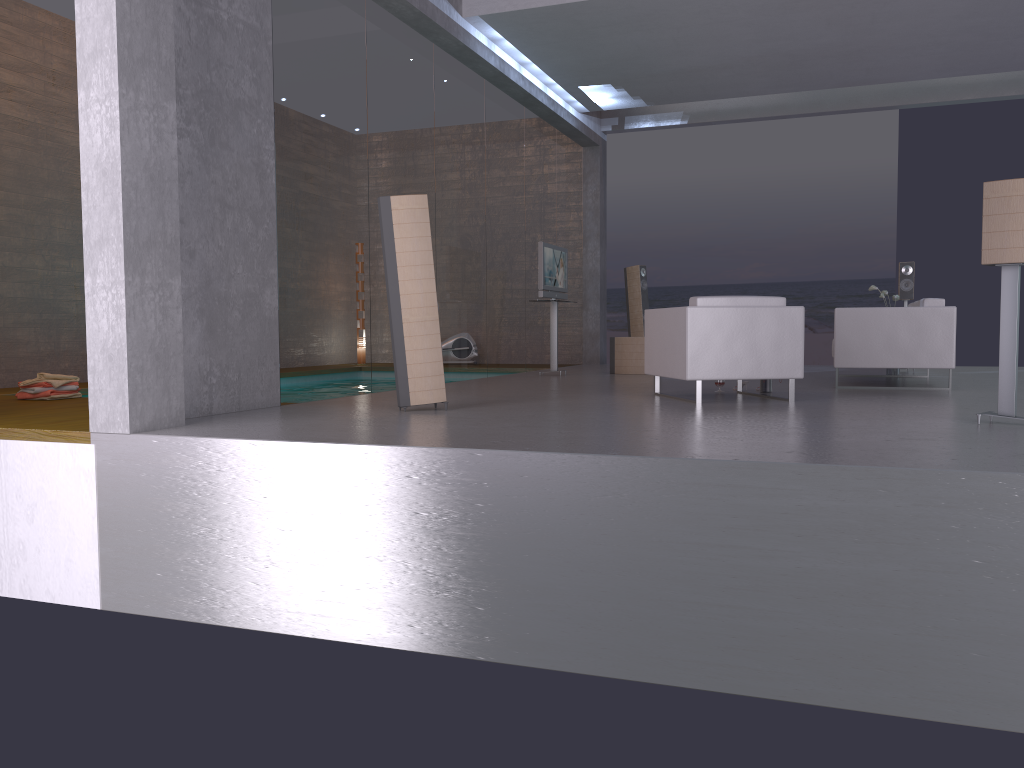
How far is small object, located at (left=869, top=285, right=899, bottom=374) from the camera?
10.2 meters

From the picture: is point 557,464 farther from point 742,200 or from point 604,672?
point 742,200

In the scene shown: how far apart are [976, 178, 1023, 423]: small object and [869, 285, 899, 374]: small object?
5.3 meters

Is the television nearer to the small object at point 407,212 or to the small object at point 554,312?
the small object at point 554,312

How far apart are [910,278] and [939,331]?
3.44m

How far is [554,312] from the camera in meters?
10.8 m

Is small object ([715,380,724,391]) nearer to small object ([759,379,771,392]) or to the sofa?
small object ([759,379,771,392])

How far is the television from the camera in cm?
1050

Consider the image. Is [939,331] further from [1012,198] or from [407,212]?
[407,212]

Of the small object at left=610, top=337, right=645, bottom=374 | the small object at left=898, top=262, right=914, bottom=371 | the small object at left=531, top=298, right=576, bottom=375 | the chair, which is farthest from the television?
the small object at left=898, top=262, right=914, bottom=371
